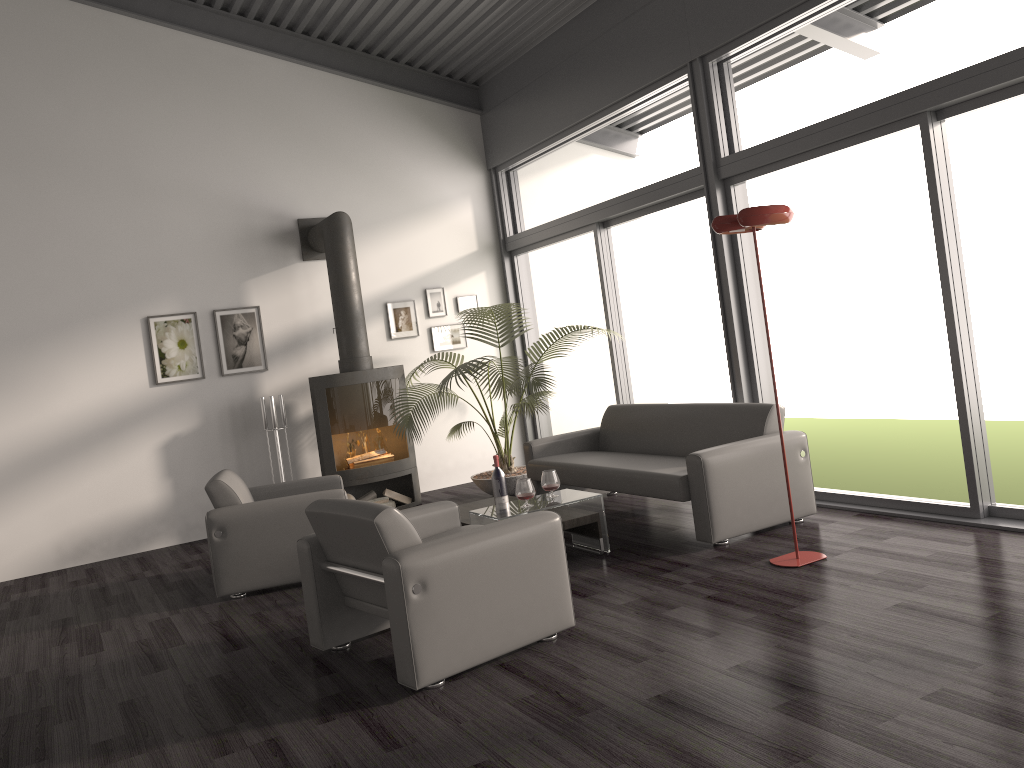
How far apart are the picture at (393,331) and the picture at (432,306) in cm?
19

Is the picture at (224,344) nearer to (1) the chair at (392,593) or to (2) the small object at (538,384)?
(2) the small object at (538,384)

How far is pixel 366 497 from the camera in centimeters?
767cm

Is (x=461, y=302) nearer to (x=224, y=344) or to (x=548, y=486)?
(x=224, y=344)

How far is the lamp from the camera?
4.28m

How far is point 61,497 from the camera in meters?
7.1 m

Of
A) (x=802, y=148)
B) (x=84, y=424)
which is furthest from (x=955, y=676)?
(x=84, y=424)

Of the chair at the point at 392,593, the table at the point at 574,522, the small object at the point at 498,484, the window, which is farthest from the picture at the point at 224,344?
the chair at the point at 392,593

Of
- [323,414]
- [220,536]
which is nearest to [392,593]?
[220,536]

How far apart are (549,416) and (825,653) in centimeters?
587cm
